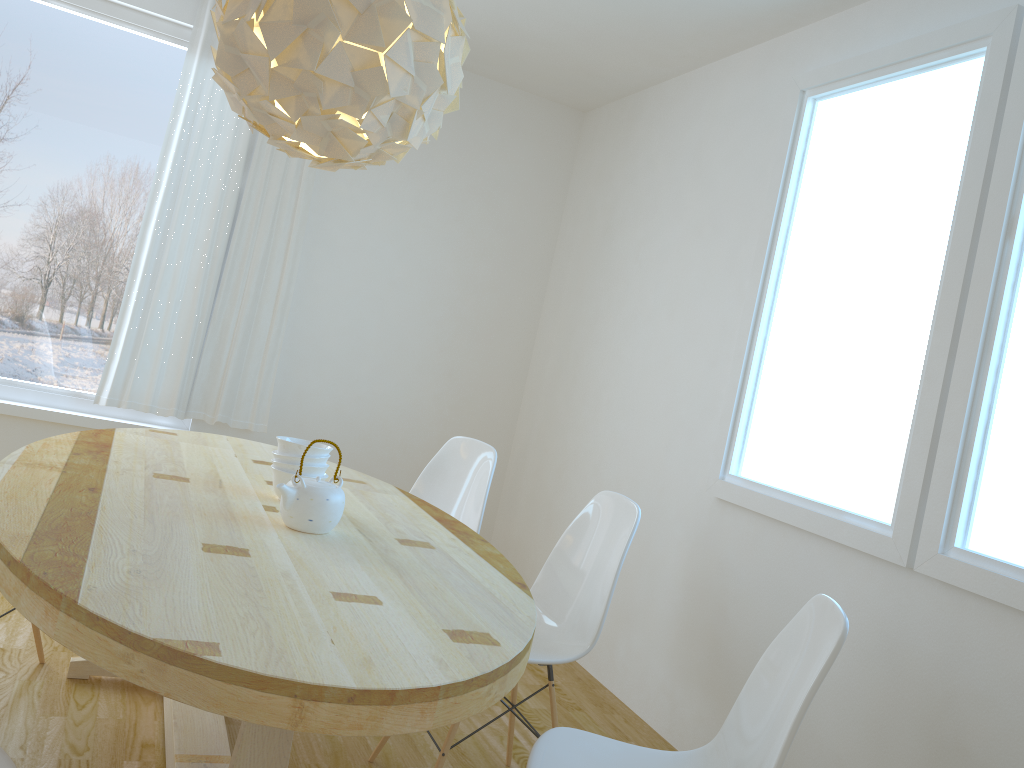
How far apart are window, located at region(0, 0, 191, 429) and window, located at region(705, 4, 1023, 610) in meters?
2.6

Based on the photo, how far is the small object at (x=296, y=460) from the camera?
2.29m

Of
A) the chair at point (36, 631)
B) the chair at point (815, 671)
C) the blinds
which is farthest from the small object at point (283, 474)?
the blinds

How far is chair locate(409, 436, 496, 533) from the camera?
3.23m

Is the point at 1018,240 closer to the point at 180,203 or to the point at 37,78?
the point at 180,203

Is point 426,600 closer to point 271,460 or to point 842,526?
point 271,460

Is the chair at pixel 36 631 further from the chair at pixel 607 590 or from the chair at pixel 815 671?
the chair at pixel 815 671

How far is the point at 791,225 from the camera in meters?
3.2

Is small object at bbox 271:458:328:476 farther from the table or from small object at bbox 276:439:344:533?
small object at bbox 276:439:344:533

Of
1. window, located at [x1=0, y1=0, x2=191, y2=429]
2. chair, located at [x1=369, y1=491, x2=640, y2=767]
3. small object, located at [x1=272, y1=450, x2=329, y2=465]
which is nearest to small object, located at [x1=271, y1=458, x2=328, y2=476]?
small object, located at [x1=272, y1=450, x2=329, y2=465]
